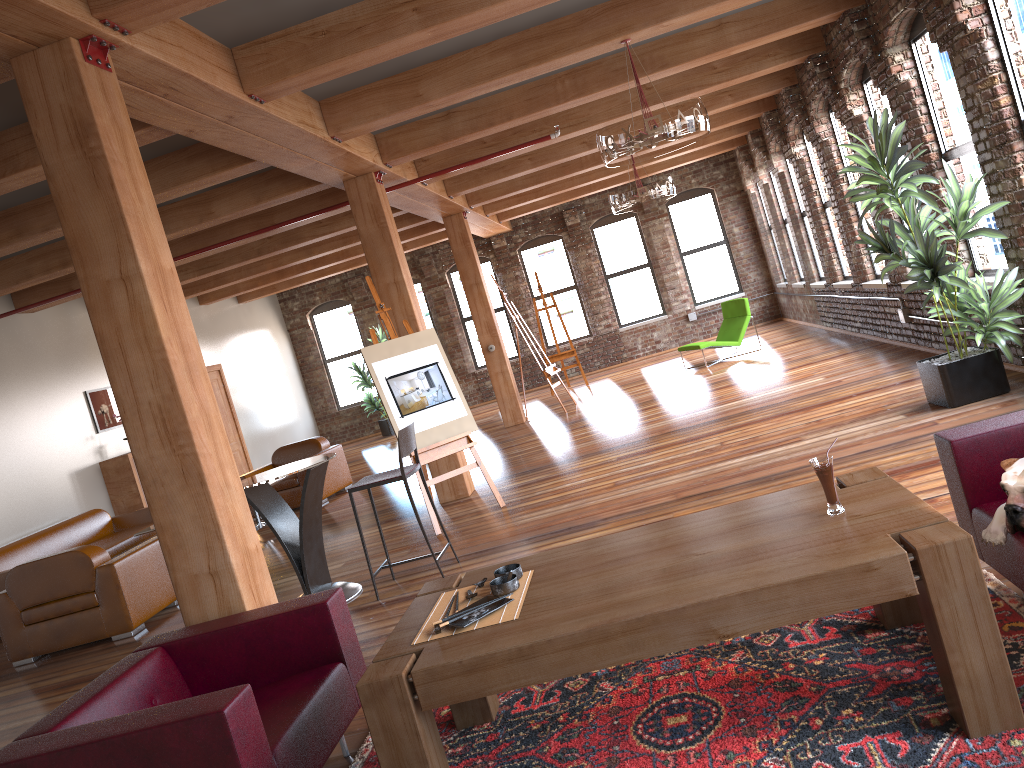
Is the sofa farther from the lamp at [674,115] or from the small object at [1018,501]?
the small object at [1018,501]

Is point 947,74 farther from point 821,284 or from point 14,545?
point 14,545

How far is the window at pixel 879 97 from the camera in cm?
834

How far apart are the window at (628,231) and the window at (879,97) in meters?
8.3 m

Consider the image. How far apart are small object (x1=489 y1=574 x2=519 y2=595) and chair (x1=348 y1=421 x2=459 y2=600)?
2.46m

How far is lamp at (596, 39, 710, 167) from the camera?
5.9m

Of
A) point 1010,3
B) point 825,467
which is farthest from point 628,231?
point 825,467

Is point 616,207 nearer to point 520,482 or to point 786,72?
point 786,72

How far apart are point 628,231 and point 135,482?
10.1m

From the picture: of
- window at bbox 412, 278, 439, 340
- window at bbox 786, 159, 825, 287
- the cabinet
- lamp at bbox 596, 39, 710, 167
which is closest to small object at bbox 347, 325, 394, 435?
window at bbox 412, 278, 439, 340
